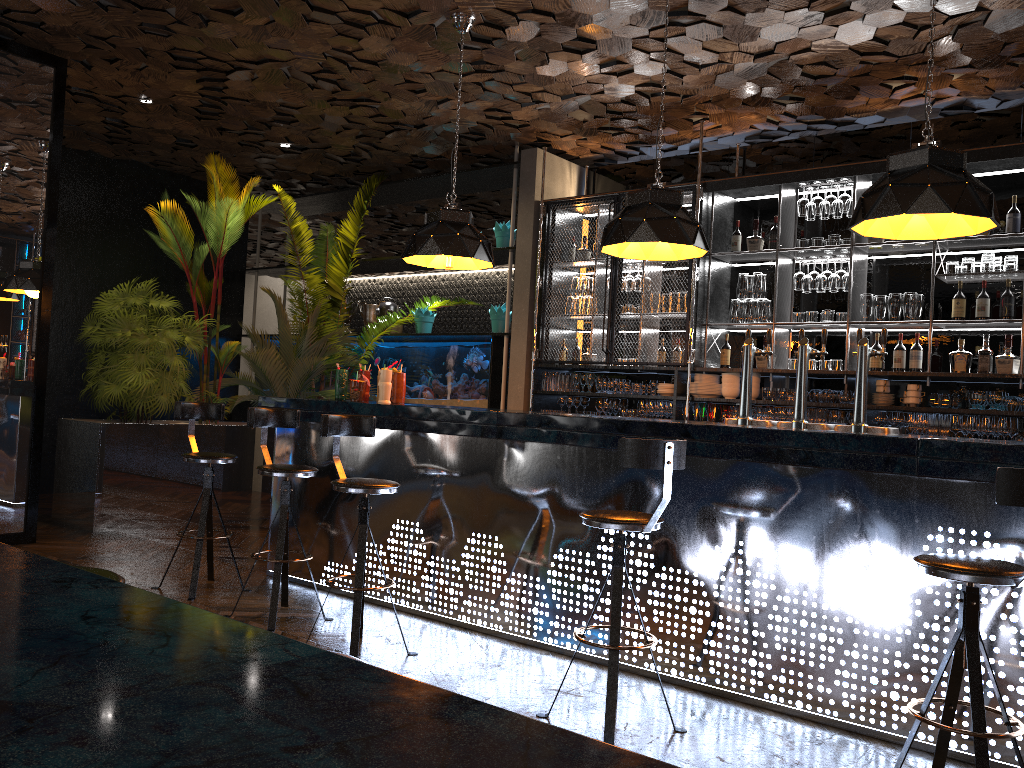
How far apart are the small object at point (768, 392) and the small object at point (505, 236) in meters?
3.0

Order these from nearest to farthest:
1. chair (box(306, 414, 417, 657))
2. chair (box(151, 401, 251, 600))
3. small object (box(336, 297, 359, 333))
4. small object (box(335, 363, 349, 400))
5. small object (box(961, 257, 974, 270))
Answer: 1. chair (box(306, 414, 417, 657))
2. chair (box(151, 401, 251, 600))
3. small object (box(335, 363, 349, 400))
4. small object (box(961, 257, 974, 270))
5. small object (box(336, 297, 359, 333))

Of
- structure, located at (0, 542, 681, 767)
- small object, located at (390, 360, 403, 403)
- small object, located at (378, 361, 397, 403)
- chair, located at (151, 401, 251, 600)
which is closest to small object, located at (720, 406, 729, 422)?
small object, located at (390, 360, 403, 403)

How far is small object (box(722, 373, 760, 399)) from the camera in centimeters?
691cm

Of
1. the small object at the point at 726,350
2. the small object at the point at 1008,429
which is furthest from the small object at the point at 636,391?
the small object at the point at 1008,429

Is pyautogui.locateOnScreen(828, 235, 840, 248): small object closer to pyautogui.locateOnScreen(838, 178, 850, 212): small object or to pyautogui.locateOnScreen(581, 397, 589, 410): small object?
pyautogui.locateOnScreen(838, 178, 850, 212): small object

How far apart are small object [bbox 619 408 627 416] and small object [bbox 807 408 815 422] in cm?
161

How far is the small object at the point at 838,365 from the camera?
6.6 meters

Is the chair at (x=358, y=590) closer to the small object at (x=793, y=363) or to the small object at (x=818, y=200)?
the small object at (x=793, y=363)

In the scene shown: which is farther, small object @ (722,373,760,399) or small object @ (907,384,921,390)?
small object @ (722,373,760,399)
